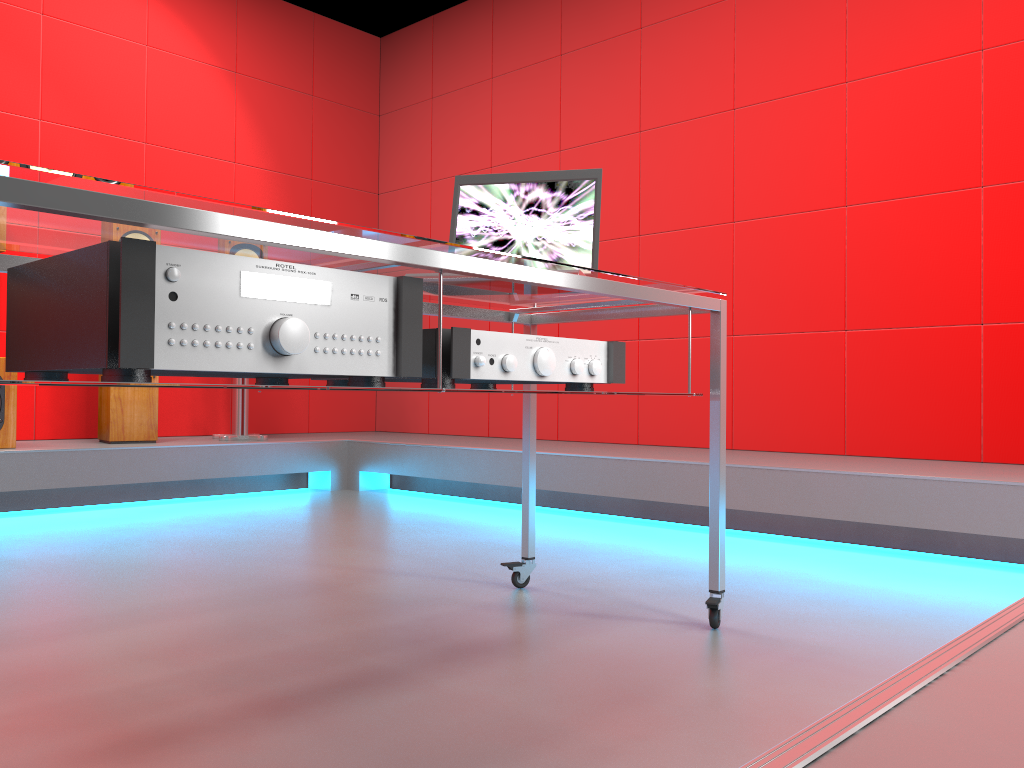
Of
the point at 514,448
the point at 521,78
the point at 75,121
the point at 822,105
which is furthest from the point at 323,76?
the point at 822,105

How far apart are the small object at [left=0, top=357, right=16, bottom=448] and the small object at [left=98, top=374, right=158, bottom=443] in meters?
0.4 m

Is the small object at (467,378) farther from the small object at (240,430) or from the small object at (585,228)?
the small object at (240,430)

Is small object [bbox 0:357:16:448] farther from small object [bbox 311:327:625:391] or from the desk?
small object [bbox 311:327:625:391]

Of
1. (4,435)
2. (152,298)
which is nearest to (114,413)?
(4,435)

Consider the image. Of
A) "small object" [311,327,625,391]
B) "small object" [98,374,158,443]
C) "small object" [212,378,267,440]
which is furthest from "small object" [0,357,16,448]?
"small object" [311,327,625,391]

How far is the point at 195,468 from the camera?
3.9 meters

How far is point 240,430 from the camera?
4.3m

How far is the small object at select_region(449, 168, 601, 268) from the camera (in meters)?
1.92

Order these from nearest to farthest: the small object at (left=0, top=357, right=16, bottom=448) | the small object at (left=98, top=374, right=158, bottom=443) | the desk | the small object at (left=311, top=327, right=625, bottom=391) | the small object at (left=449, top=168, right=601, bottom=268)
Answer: Answer: 1. the desk
2. the small object at (left=311, top=327, right=625, bottom=391)
3. the small object at (left=449, top=168, right=601, bottom=268)
4. the small object at (left=0, top=357, right=16, bottom=448)
5. the small object at (left=98, top=374, right=158, bottom=443)
